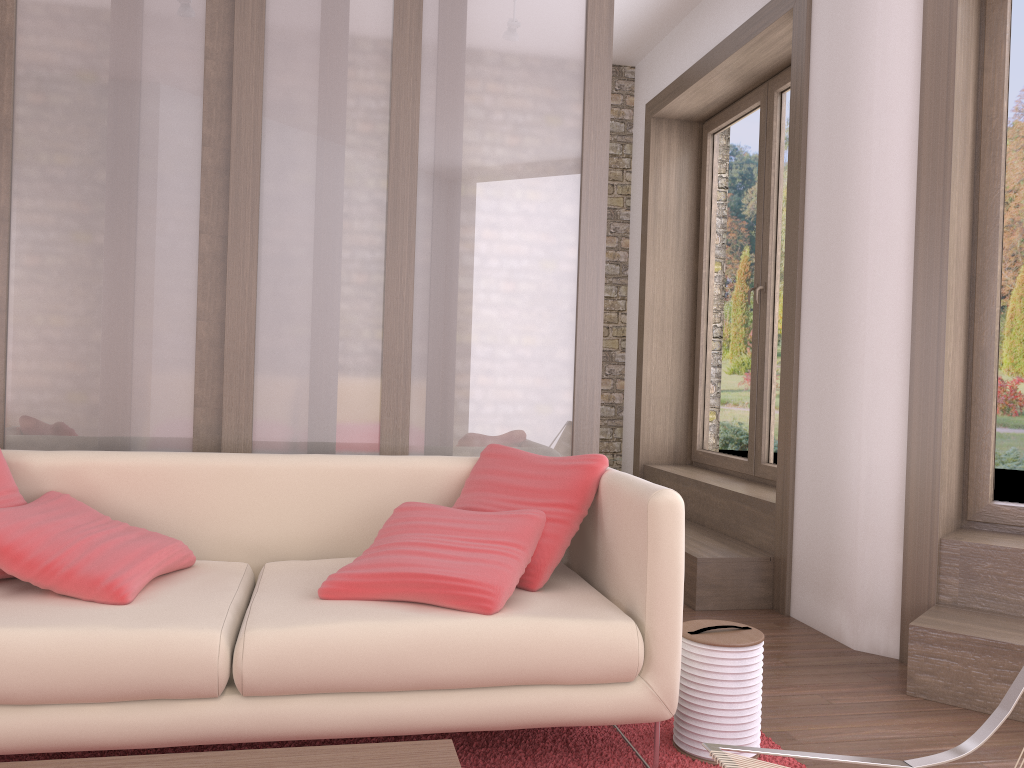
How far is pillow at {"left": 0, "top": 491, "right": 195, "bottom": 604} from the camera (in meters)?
2.18

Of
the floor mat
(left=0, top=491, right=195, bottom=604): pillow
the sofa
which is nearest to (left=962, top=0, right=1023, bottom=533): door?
the floor mat

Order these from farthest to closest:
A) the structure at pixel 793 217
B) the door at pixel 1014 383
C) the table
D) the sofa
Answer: the structure at pixel 793 217 < the door at pixel 1014 383 < the sofa < the table

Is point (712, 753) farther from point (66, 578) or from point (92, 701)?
point (66, 578)

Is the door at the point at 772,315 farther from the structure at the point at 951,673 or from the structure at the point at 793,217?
the structure at the point at 951,673

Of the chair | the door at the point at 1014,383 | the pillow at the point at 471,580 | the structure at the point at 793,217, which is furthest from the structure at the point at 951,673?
the pillow at the point at 471,580

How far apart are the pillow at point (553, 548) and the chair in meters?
0.9

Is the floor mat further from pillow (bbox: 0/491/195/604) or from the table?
the table

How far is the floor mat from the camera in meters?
2.3

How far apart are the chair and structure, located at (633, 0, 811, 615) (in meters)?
2.26
